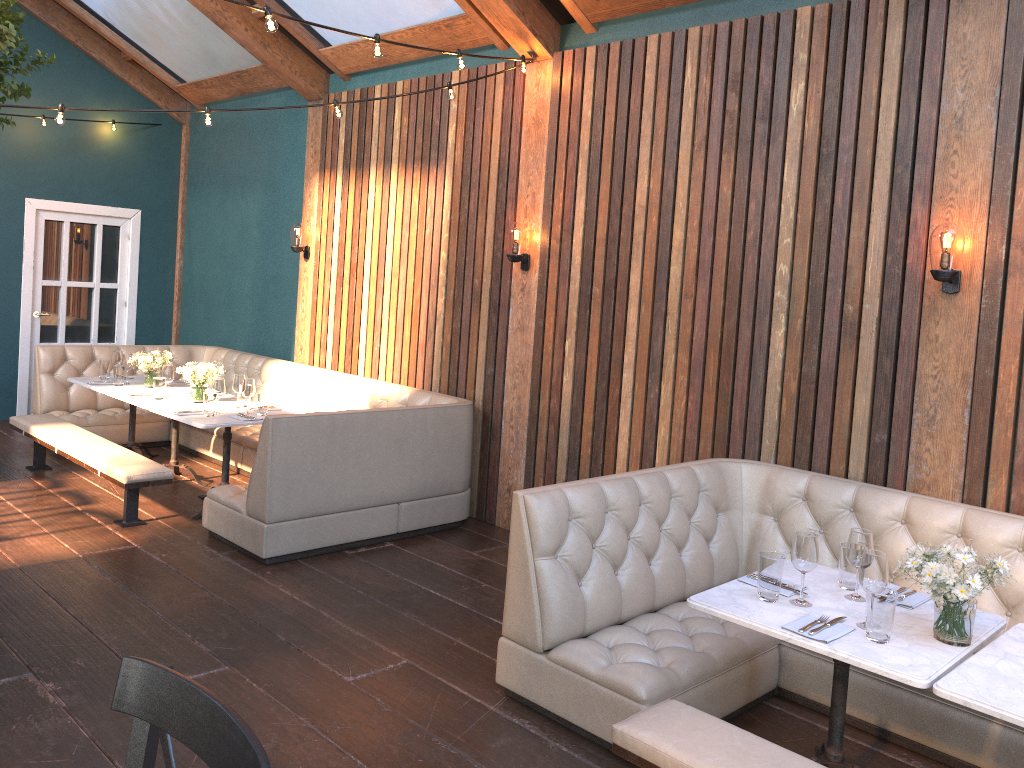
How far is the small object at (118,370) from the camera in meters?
7.0 m

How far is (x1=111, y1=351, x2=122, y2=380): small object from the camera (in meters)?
7.27

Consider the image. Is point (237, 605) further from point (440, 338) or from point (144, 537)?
point (440, 338)

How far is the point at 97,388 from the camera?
6.9 meters

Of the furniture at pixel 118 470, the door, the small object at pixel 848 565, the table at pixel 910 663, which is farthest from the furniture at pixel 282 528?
the small object at pixel 848 565

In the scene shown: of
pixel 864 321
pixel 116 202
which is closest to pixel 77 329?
pixel 116 202

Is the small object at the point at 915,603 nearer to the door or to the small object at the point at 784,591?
the small object at the point at 784,591

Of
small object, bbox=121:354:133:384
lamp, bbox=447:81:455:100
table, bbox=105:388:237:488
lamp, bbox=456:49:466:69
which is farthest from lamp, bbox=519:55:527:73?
small object, bbox=121:354:133:384

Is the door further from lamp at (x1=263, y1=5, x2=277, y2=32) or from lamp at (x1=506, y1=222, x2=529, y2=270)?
lamp at (x1=263, y1=5, x2=277, y2=32)

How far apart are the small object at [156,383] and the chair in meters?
5.3 m
